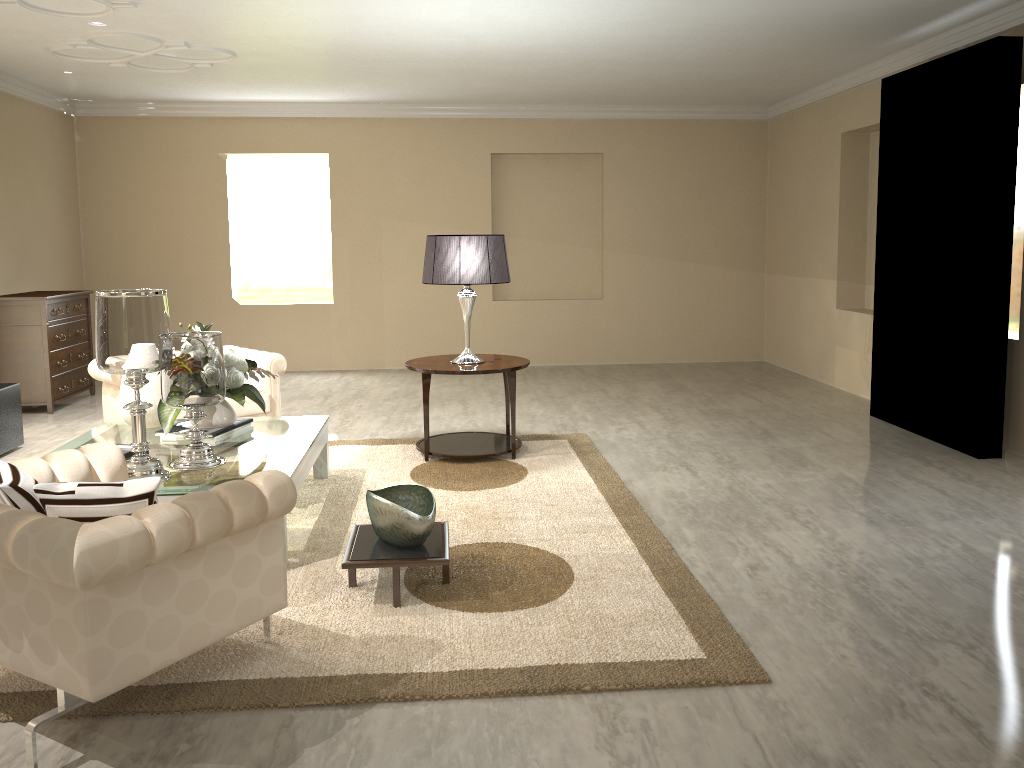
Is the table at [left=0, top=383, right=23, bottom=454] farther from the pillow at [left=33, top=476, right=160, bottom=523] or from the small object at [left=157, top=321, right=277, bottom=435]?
the pillow at [left=33, top=476, right=160, bottom=523]

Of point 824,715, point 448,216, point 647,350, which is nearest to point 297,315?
point 448,216

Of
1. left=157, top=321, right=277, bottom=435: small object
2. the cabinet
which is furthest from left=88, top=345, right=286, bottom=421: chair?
the cabinet

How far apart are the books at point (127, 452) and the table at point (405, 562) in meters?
1.0

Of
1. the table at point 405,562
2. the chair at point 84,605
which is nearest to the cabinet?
the chair at point 84,605

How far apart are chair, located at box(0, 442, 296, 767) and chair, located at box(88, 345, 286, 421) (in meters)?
1.83

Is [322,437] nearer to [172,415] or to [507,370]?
[172,415]

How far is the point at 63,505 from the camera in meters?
2.1

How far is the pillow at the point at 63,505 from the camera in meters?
2.1 m

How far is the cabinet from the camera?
6.0m
